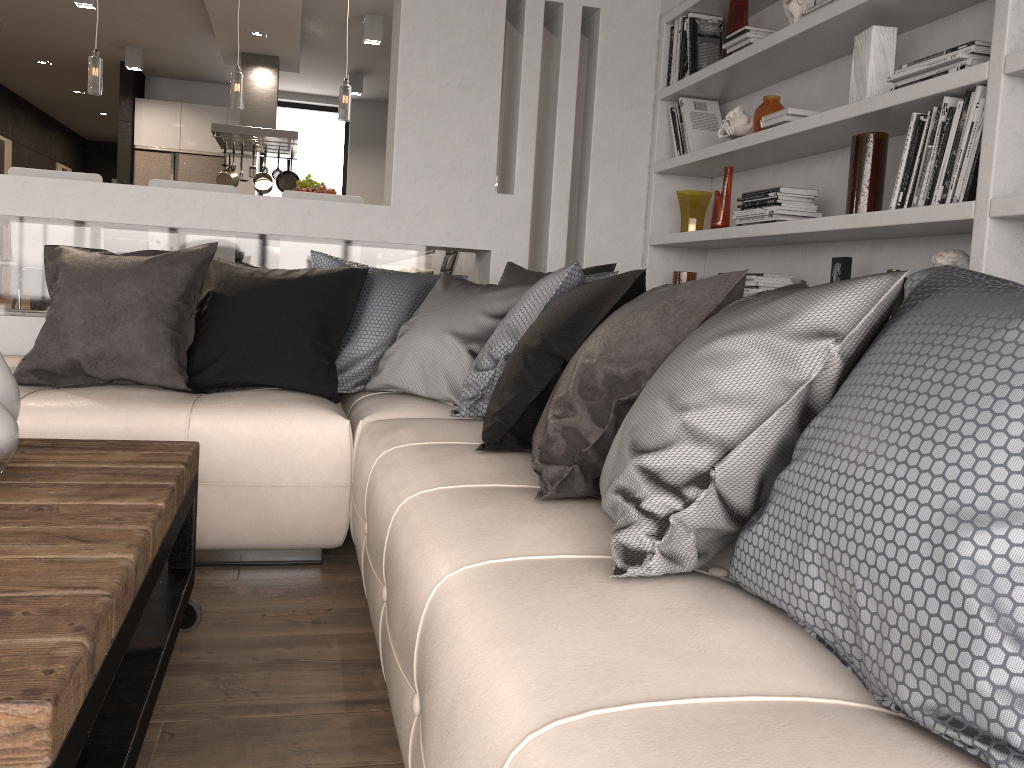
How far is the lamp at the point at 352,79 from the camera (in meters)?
9.71

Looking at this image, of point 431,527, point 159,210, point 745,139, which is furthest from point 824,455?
point 159,210

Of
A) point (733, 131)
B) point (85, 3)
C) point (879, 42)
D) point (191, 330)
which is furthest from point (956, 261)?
point (85, 3)

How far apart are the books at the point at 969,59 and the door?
12.3m

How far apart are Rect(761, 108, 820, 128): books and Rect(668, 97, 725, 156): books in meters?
0.7 m

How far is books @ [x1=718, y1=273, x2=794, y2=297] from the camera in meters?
3.3 m

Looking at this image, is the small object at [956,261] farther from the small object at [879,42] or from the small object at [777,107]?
the small object at [777,107]

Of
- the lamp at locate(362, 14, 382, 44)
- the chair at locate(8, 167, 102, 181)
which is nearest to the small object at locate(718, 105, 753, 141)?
the chair at locate(8, 167, 102, 181)

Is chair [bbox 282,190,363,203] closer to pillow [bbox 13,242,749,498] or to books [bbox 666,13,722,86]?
pillow [bbox 13,242,749,498]

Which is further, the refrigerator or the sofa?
the refrigerator
